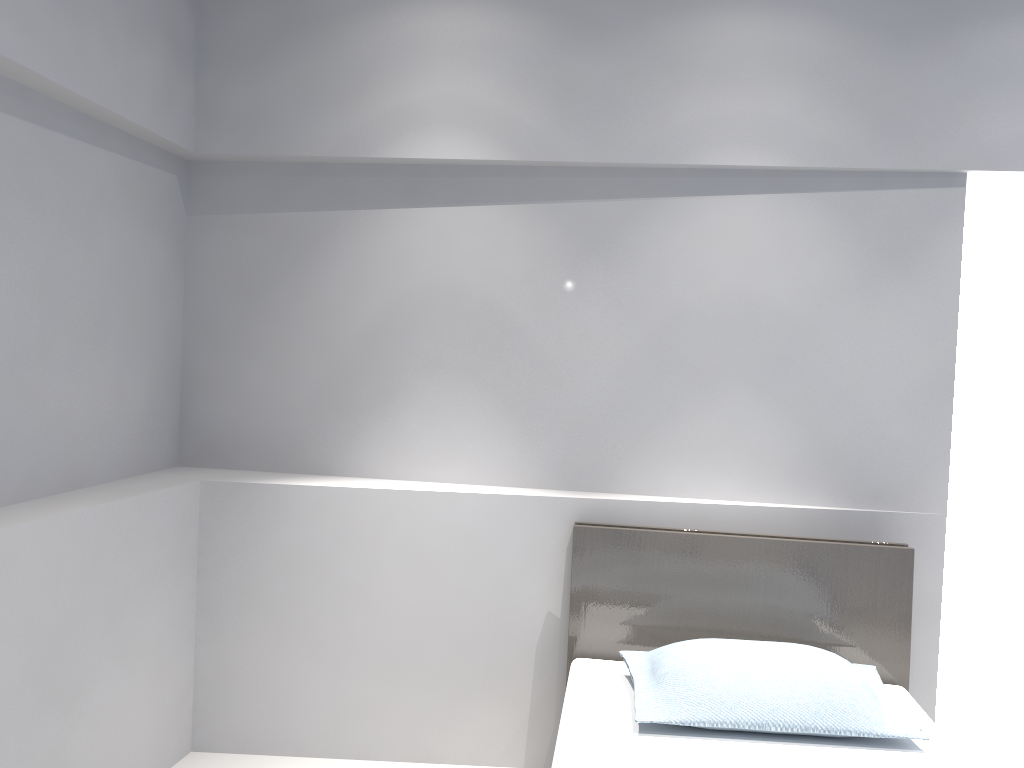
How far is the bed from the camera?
2.1m

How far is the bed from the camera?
2.1 meters

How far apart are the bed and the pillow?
0.03m

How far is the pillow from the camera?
2.2m

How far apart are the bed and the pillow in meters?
0.0 m

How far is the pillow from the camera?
2.19m
